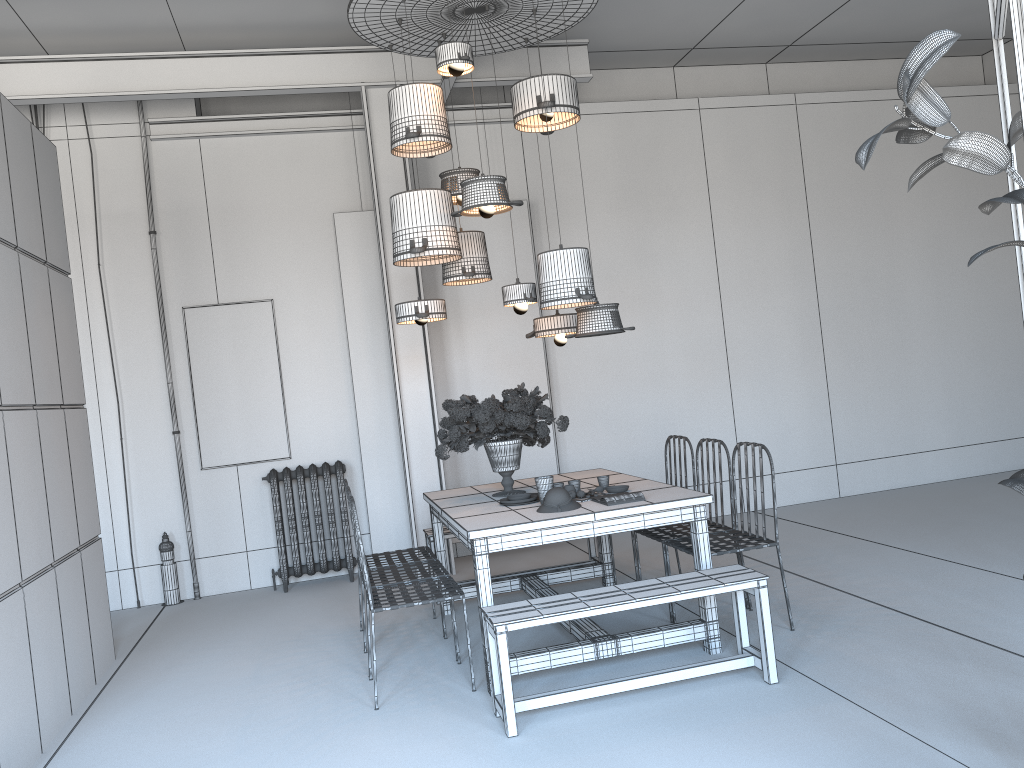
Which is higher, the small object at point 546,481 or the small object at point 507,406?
the small object at point 507,406

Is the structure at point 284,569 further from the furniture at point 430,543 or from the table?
the table

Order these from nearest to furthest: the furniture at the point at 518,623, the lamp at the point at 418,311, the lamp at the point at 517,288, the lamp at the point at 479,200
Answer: the furniture at the point at 518,623, the lamp at the point at 479,200, the lamp at the point at 517,288, the lamp at the point at 418,311

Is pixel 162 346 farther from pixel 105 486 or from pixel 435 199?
pixel 435 199

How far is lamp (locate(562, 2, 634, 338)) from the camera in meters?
5.0 m

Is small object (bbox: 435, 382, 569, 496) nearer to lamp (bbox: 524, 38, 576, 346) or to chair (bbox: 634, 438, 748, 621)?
lamp (bbox: 524, 38, 576, 346)

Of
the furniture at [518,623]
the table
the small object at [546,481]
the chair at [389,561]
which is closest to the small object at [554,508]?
the table

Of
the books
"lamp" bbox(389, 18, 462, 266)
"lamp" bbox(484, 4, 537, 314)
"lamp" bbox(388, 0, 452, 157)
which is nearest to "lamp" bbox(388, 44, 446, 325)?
"lamp" bbox(389, 18, 462, 266)

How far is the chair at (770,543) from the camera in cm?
461

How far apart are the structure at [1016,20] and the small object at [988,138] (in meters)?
0.15
